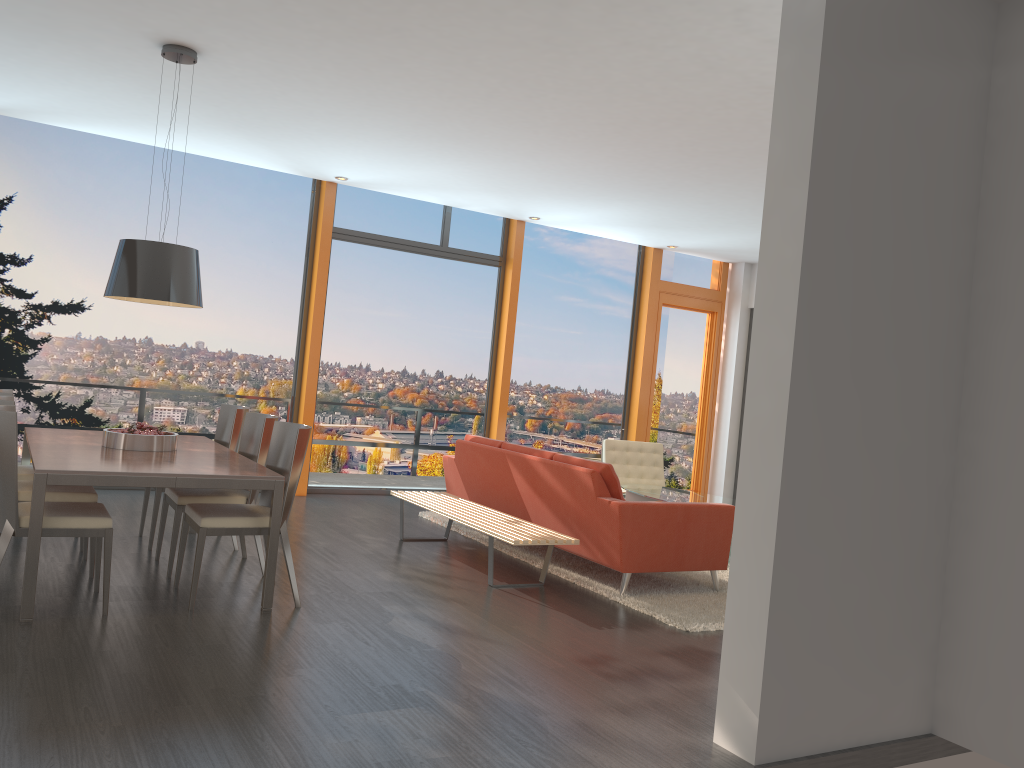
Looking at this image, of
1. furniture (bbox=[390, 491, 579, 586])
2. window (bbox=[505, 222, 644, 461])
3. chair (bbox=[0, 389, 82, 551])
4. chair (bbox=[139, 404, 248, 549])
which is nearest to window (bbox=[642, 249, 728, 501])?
window (bbox=[505, 222, 644, 461])

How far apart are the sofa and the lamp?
2.5 meters

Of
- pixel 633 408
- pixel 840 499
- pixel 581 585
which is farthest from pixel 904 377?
pixel 633 408

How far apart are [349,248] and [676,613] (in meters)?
5.45

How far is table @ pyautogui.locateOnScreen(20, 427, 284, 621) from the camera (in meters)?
4.13

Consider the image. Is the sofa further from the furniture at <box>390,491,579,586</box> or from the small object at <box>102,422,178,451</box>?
the small object at <box>102,422,178,451</box>

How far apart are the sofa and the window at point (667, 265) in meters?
3.9 m

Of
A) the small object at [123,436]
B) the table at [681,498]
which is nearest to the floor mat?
the table at [681,498]

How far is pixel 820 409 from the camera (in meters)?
3.37

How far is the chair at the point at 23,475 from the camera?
5.45m
